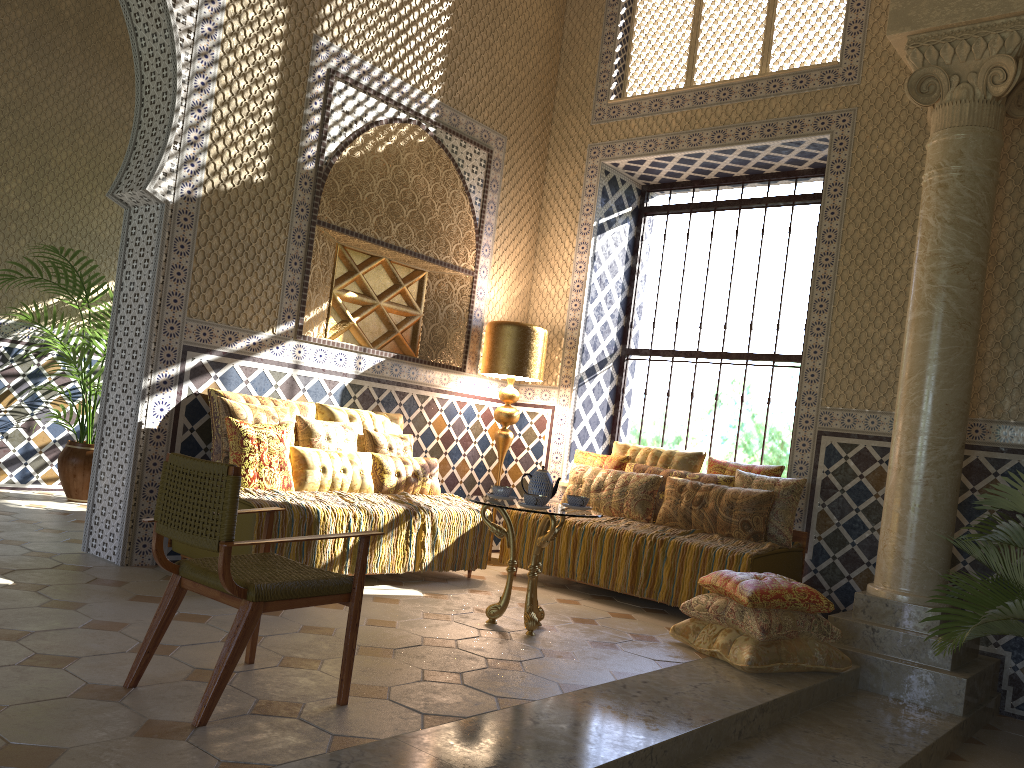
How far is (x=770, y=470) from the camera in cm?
898

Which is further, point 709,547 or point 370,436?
point 370,436

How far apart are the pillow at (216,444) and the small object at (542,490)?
2.66m

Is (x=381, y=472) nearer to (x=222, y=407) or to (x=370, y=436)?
(x=370, y=436)

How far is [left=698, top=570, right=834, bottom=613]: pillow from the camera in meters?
6.6

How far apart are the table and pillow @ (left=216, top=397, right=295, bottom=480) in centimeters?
222cm

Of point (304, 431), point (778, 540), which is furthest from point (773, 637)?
point (304, 431)

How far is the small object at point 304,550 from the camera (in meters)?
7.22

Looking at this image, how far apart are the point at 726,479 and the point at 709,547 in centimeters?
110cm

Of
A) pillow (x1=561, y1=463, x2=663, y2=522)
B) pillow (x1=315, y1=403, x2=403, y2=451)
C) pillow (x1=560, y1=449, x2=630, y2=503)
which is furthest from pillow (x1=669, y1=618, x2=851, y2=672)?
pillow (x1=315, y1=403, x2=403, y2=451)
